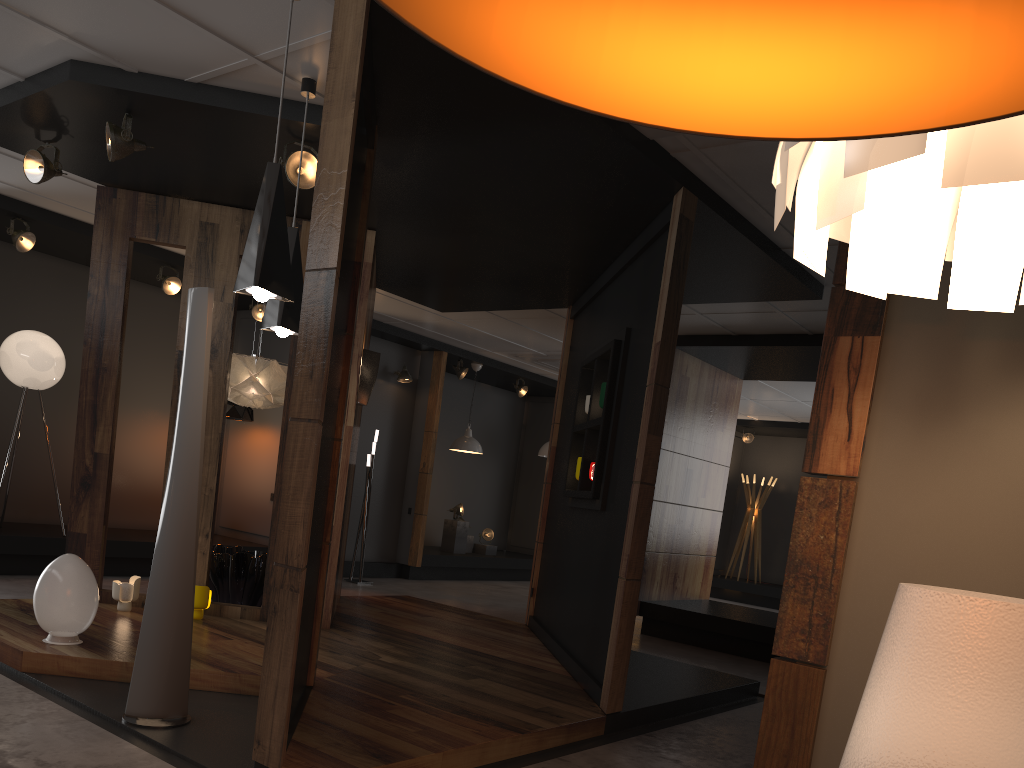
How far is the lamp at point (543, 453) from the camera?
13.2 meters

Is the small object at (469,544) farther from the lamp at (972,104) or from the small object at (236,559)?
the lamp at (972,104)

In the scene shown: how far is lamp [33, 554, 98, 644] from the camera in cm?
445

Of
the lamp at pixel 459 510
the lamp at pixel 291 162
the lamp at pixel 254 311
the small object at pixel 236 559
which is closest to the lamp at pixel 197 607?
the small object at pixel 236 559

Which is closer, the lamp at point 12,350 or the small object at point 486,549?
the lamp at point 12,350

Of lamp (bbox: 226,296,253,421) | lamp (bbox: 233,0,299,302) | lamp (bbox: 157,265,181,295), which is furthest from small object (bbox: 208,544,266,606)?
lamp (bbox: 233,0,299,302)

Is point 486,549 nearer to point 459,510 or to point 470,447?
point 459,510

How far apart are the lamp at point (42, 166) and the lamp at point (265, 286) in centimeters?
266cm

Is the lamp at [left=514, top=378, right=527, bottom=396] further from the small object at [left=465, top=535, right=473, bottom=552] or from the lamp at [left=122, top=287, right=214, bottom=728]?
the lamp at [left=122, top=287, right=214, bottom=728]

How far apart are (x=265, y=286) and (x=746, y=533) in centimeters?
1235cm
